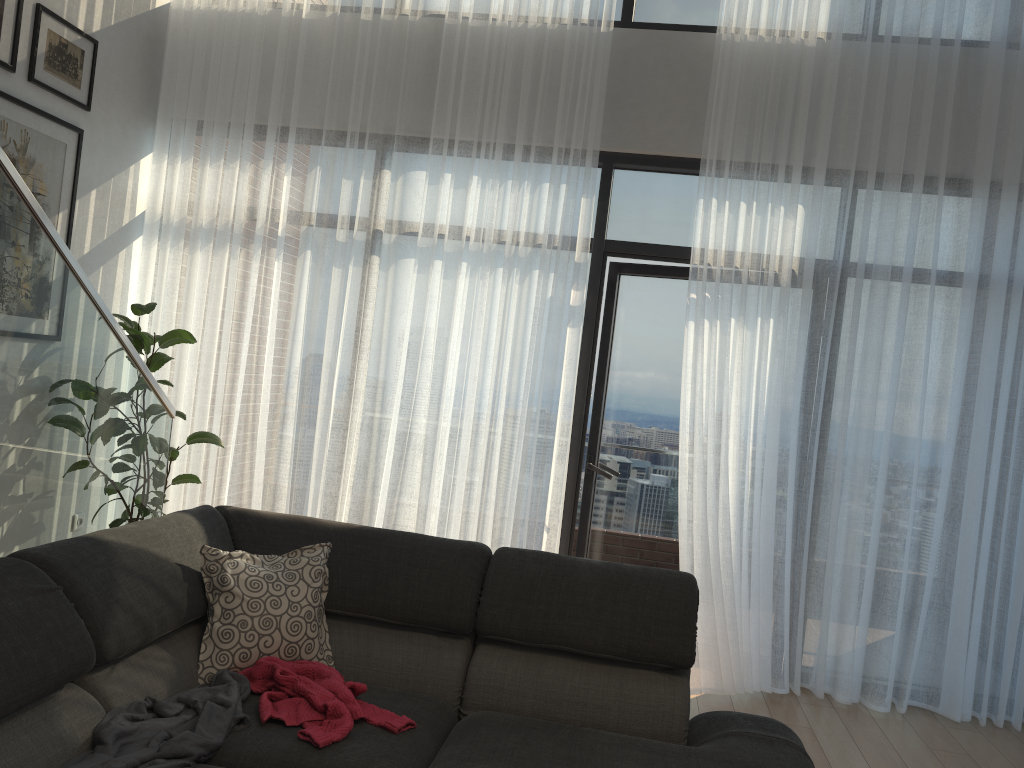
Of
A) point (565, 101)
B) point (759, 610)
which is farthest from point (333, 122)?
point (759, 610)

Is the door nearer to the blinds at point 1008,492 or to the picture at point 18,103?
the blinds at point 1008,492

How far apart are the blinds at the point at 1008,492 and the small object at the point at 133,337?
3.15m

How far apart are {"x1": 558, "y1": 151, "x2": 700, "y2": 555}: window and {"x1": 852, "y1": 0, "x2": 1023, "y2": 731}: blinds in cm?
96

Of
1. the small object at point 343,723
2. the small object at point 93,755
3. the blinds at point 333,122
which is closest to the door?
the blinds at point 333,122

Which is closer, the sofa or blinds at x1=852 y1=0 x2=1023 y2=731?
the sofa

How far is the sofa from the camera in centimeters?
193cm

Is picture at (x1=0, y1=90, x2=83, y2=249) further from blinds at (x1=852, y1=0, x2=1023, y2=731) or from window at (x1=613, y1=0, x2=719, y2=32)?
blinds at (x1=852, y1=0, x2=1023, y2=731)

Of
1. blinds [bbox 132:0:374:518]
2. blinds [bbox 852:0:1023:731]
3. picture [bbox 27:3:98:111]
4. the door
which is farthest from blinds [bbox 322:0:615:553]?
blinds [bbox 852:0:1023:731]

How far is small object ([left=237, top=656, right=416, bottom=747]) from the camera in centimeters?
211cm
